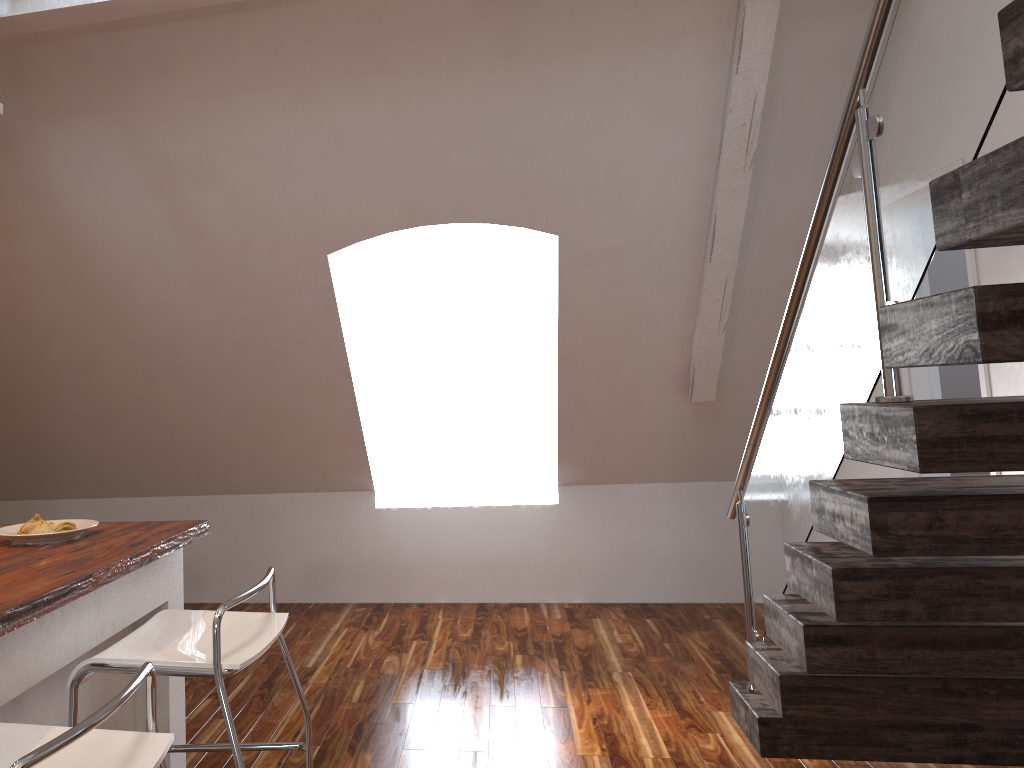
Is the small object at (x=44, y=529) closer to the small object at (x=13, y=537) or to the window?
the small object at (x=13, y=537)

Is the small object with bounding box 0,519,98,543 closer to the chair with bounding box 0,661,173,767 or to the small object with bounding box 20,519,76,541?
the small object with bounding box 20,519,76,541

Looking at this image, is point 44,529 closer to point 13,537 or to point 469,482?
point 13,537

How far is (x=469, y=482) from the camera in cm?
541

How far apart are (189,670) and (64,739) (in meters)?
0.71

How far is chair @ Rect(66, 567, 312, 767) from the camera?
1.8 meters

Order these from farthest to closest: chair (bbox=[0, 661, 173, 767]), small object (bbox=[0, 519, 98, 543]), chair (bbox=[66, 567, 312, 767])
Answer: small object (bbox=[0, 519, 98, 543])
chair (bbox=[66, 567, 312, 767])
chair (bbox=[0, 661, 173, 767])

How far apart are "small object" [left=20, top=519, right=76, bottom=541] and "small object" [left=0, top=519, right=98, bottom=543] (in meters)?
0.02

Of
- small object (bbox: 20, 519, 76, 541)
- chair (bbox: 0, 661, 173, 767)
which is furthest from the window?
chair (bbox: 0, 661, 173, 767)

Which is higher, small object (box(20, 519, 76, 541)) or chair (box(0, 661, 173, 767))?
small object (box(20, 519, 76, 541))
